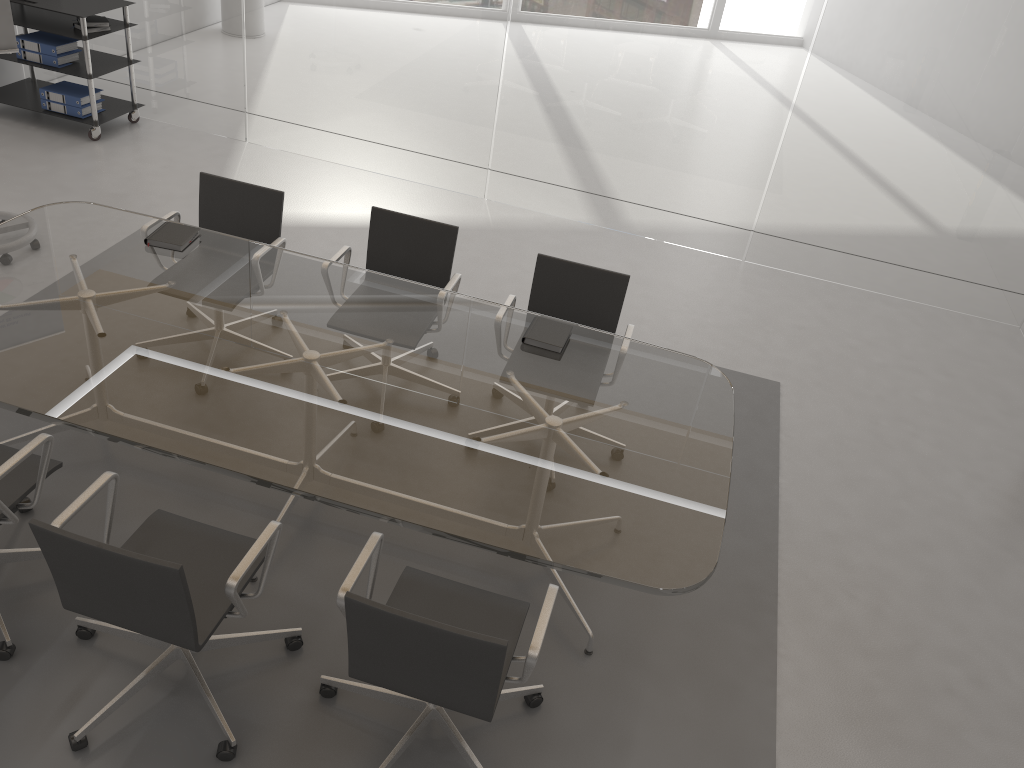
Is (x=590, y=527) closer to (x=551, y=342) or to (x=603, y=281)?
(x=551, y=342)

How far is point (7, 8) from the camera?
4.4 meters

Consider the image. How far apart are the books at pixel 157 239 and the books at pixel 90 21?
3.1m

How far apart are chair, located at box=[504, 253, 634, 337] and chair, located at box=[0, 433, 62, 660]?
1.8m

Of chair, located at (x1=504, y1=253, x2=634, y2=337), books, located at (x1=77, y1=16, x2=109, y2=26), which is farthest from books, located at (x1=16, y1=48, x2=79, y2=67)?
chair, located at (x1=504, y1=253, x2=634, y2=337)

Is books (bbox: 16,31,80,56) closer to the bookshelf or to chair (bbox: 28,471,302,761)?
the bookshelf

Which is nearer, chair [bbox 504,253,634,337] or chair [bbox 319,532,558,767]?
chair [bbox 319,532,558,767]

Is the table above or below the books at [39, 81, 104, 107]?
above

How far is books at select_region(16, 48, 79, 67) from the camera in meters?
6.0 m

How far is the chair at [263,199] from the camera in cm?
412
